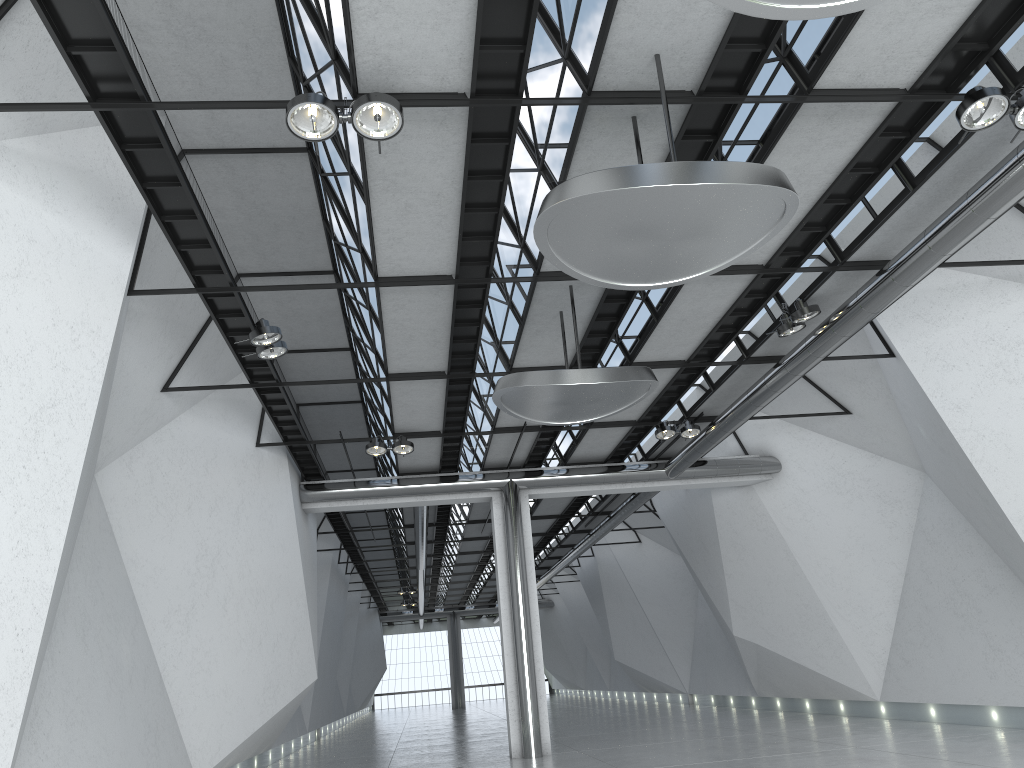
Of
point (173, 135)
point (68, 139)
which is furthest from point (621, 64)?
point (68, 139)
